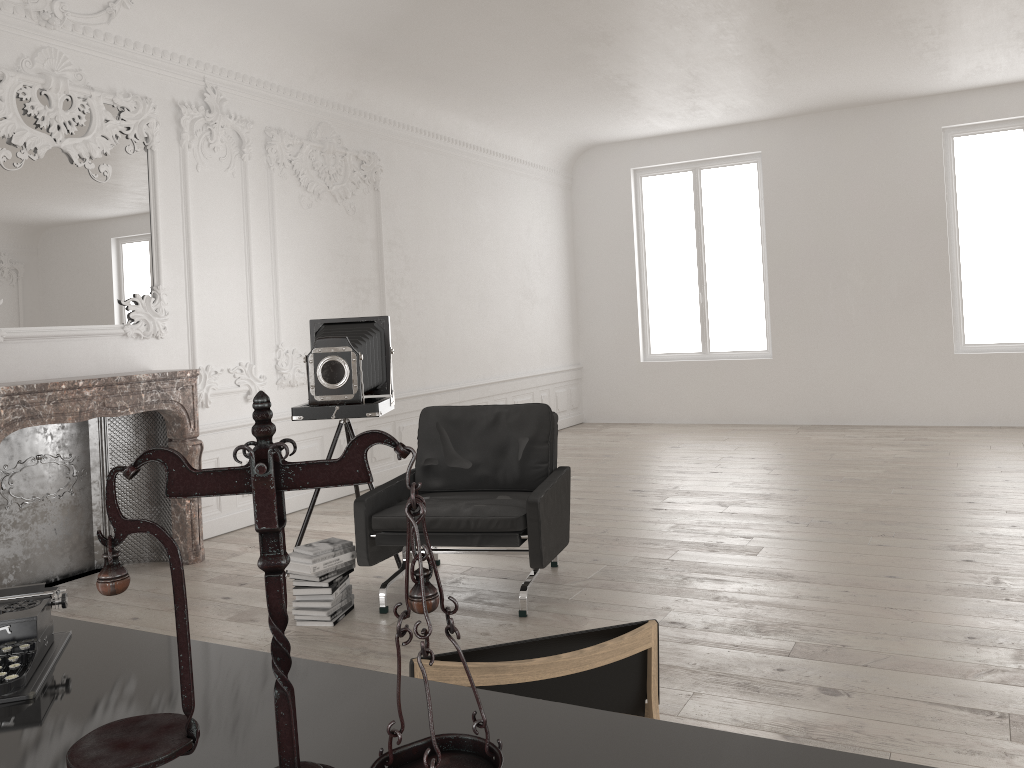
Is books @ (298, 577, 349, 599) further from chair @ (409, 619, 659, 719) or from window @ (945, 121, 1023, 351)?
window @ (945, 121, 1023, 351)

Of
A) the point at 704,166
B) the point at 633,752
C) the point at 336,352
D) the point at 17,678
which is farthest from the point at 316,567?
the point at 704,166

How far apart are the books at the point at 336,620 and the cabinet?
2.7 meters

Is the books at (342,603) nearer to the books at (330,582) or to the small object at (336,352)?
the books at (330,582)

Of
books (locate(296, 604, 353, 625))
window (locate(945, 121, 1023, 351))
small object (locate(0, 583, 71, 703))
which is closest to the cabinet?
small object (locate(0, 583, 71, 703))

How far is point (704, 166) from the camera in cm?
1145

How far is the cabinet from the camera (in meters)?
1.15

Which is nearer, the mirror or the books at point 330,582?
the books at point 330,582

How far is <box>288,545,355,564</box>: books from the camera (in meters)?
4.39

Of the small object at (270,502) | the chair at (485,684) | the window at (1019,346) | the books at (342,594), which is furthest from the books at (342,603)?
the window at (1019,346)
